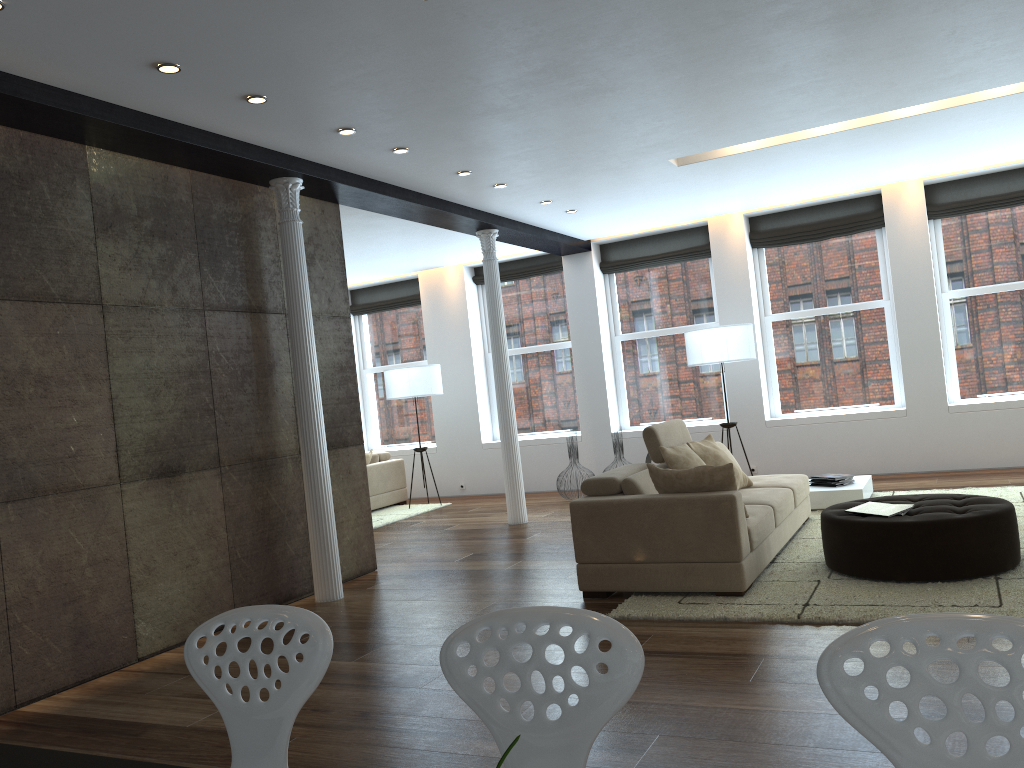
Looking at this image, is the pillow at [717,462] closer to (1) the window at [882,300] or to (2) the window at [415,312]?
(1) the window at [882,300]

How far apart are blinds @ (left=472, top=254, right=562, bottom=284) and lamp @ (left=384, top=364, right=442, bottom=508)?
1.6 meters

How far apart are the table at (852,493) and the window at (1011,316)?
2.2 meters

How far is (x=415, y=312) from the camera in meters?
12.3 m

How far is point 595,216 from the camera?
9.1 meters

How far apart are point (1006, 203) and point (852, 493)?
3.89m

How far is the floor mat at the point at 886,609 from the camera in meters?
4.3 m

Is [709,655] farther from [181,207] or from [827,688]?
[181,207]

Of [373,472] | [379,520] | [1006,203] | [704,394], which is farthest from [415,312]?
[1006,203]

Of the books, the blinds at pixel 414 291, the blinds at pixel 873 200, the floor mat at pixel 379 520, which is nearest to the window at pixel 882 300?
the blinds at pixel 873 200
